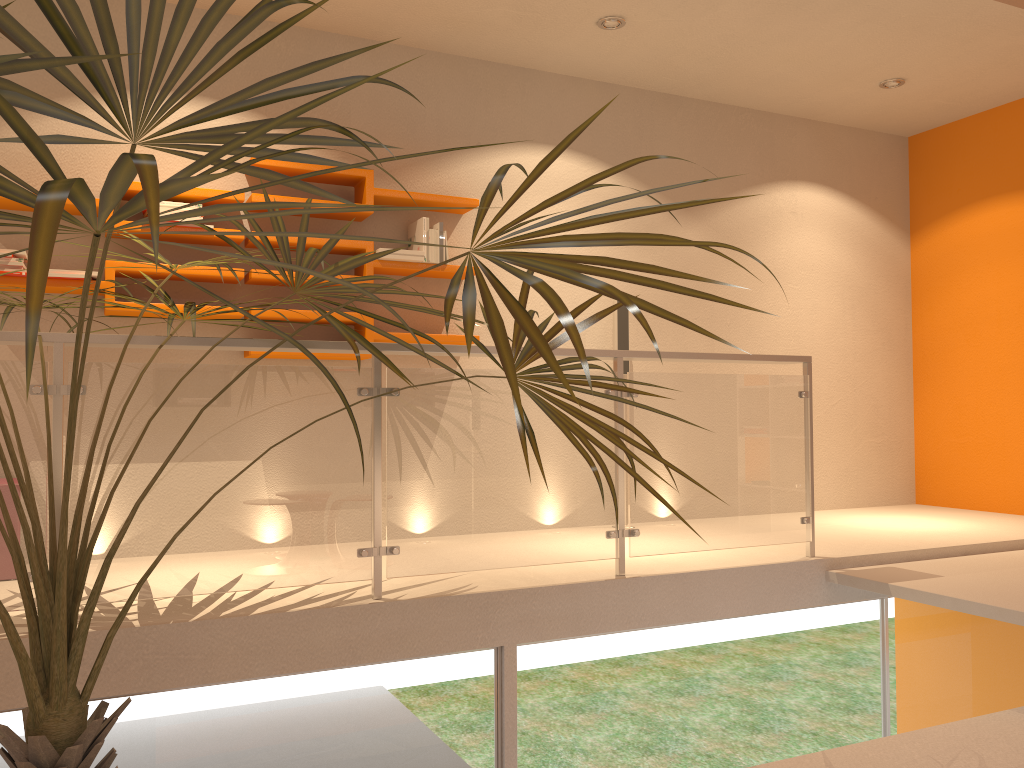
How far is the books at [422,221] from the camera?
4.5 meters

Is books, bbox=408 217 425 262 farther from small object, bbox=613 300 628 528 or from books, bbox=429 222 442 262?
small object, bbox=613 300 628 528

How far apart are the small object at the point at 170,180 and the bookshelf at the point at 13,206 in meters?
0.9 m

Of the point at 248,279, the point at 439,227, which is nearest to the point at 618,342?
the point at 439,227

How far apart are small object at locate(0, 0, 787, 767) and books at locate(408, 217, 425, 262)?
1.40m

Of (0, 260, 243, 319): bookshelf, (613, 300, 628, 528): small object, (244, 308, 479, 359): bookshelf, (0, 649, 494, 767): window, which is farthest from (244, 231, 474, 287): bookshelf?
(0, 649, 494, 767): window

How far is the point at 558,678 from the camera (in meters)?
3.37

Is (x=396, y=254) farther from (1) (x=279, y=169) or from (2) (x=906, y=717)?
(2) (x=906, y=717)

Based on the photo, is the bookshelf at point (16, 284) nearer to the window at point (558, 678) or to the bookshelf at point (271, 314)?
the bookshelf at point (271, 314)

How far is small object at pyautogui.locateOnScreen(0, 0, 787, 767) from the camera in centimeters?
97cm
